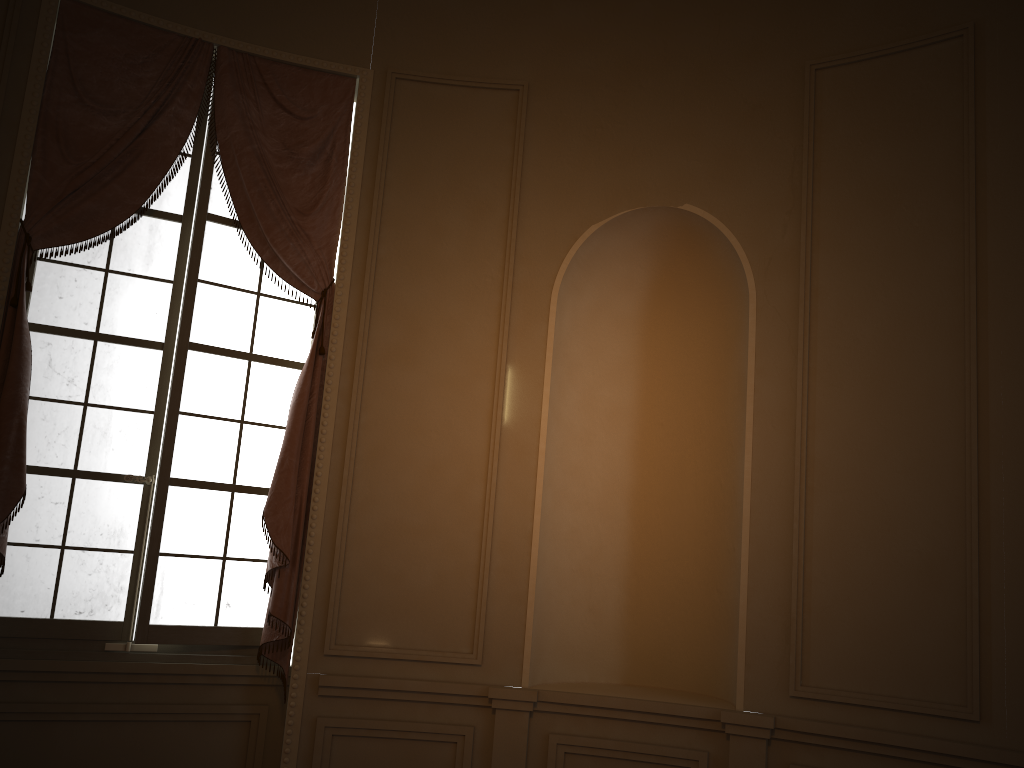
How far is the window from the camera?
3.8m

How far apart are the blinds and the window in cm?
8

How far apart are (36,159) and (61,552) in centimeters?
168cm

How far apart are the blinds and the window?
0.1m

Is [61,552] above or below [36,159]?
below

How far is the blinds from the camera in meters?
3.7 m

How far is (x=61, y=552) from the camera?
3.8m

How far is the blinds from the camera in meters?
3.7
